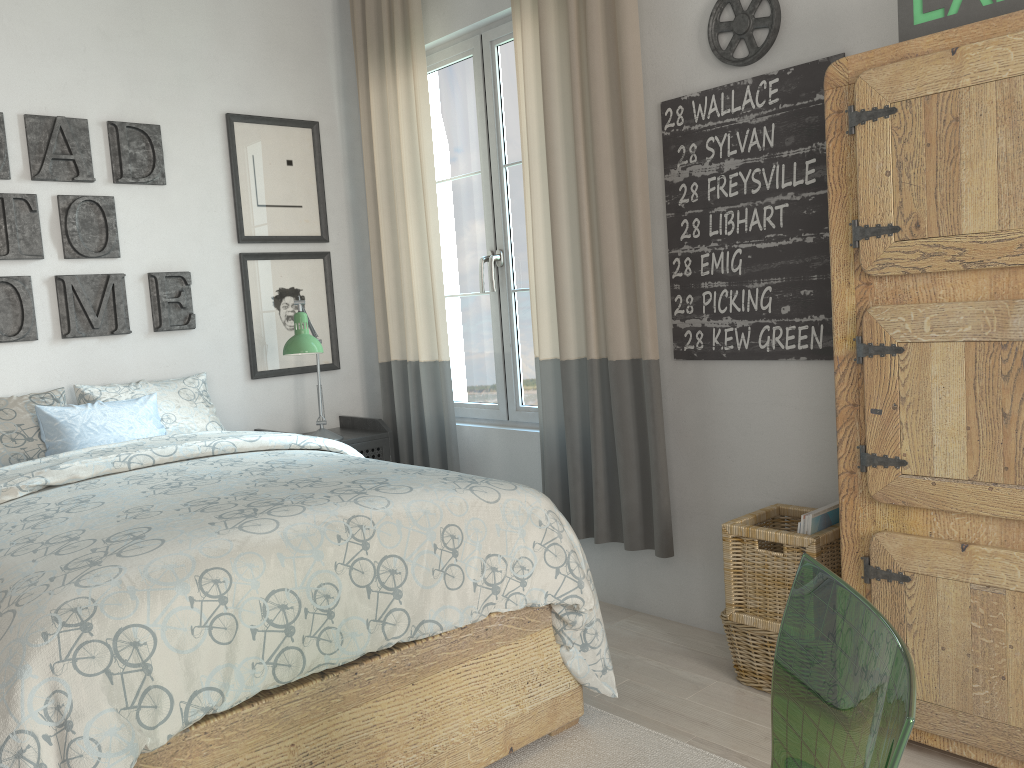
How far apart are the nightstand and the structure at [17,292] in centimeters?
74cm

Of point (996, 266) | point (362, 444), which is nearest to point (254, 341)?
point (362, 444)

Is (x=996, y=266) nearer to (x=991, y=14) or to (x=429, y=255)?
(x=991, y=14)

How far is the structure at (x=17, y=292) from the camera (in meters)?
3.06

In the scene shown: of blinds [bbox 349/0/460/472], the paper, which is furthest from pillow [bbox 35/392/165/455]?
the paper

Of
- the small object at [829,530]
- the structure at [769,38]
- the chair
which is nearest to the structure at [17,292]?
the structure at [769,38]

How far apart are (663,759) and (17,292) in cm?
258

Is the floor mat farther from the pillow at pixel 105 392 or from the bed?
the pillow at pixel 105 392

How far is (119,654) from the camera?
1.4m

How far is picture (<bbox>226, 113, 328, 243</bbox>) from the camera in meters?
3.6 m
